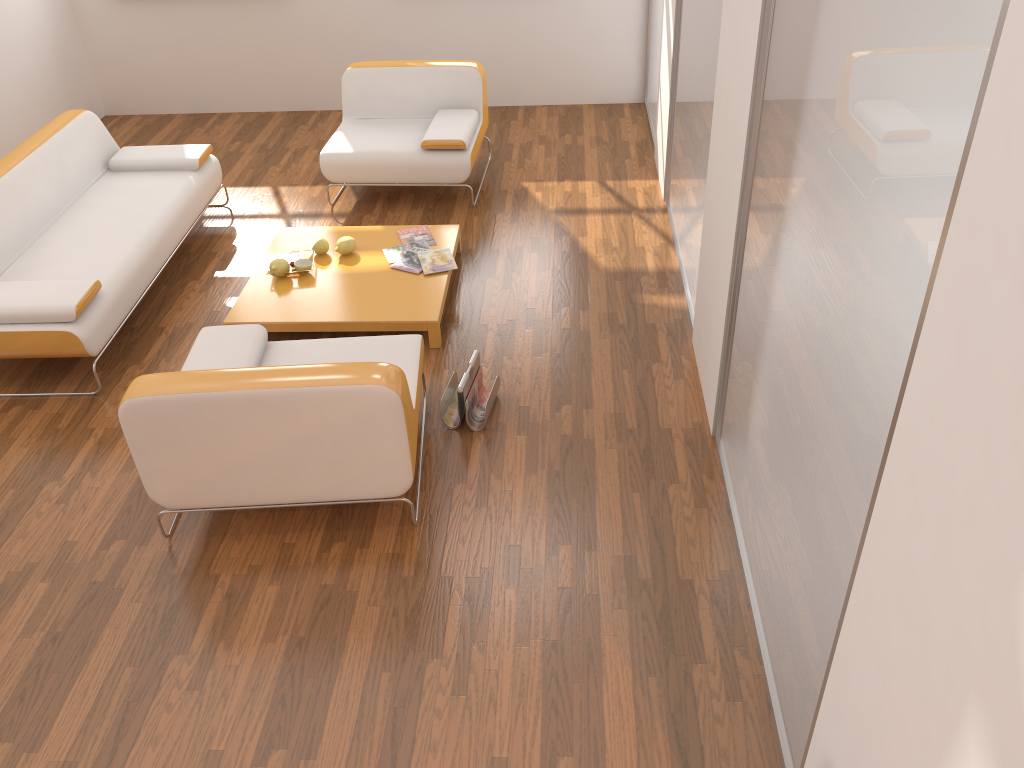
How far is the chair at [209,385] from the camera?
2.8 meters

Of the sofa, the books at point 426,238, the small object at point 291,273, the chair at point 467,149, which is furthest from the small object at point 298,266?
the chair at point 467,149

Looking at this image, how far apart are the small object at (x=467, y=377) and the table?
0.4m

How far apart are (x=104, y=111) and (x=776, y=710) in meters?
6.8 m

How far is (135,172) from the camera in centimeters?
510cm

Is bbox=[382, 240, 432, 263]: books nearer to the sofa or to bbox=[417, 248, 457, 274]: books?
bbox=[417, 248, 457, 274]: books

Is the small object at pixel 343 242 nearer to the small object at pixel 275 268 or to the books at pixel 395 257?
the books at pixel 395 257

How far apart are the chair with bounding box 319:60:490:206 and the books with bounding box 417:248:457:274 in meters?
0.9

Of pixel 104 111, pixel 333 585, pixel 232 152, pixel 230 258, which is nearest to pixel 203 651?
pixel 333 585

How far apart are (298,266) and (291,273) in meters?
0.0 m
